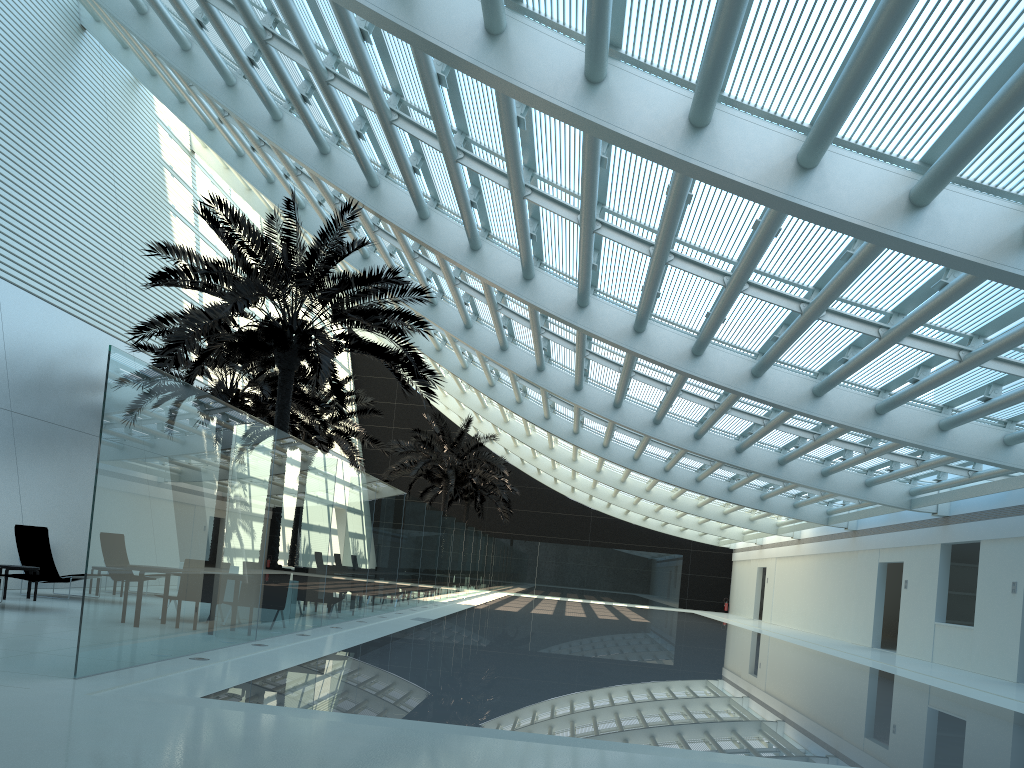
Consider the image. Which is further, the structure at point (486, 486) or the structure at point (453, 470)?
the structure at point (486, 486)

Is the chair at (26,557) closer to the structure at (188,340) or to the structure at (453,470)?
the structure at (188,340)

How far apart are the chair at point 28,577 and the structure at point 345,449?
12.10m

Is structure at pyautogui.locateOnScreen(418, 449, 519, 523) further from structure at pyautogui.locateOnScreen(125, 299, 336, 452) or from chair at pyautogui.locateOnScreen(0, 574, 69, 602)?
chair at pyautogui.locateOnScreen(0, 574, 69, 602)

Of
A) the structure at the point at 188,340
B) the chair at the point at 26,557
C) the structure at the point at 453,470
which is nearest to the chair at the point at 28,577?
the chair at the point at 26,557

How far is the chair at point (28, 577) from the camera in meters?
11.6

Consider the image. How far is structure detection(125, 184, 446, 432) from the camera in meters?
13.1 m

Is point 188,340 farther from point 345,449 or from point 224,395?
point 345,449

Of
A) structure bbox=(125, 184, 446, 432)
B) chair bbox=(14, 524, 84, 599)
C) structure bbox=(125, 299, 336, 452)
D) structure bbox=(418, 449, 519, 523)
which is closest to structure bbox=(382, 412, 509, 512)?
structure bbox=(418, 449, 519, 523)

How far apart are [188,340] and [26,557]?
4.8 meters
